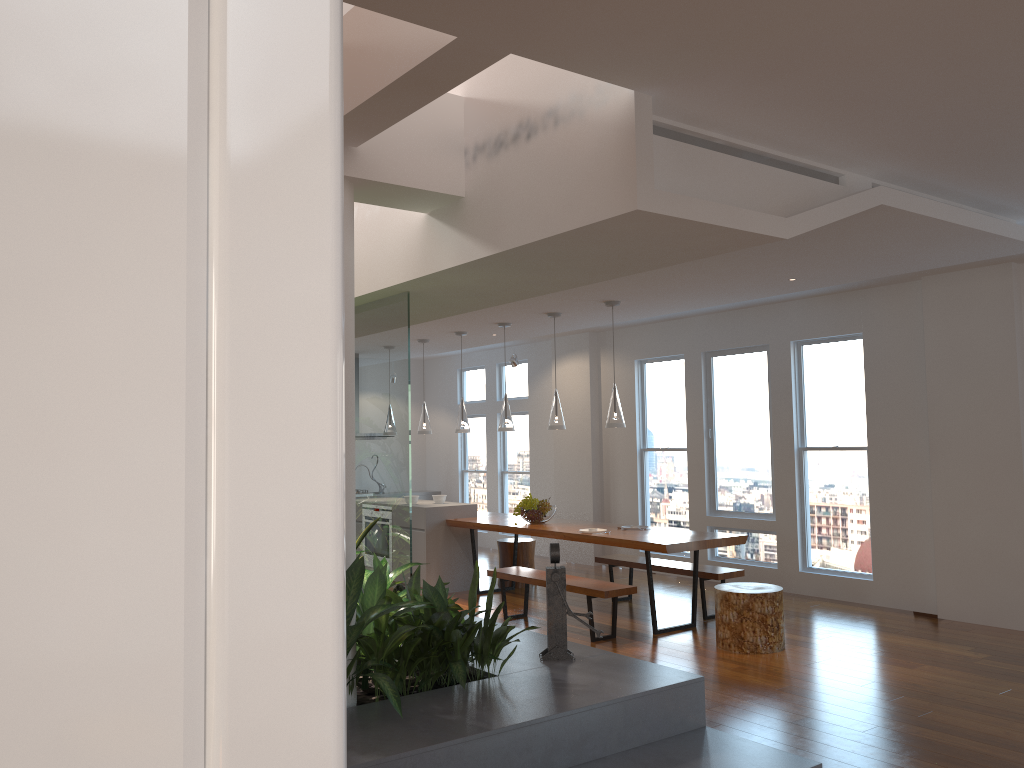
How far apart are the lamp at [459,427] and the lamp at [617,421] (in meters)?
2.10

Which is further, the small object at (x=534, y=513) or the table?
the small object at (x=534, y=513)

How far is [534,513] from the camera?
7.86m

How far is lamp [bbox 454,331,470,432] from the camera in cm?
860

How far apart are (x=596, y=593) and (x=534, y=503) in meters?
1.7

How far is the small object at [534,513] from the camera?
7.9m

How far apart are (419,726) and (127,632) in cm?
343

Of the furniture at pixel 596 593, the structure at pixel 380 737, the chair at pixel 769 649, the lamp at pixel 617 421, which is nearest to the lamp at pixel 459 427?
the furniture at pixel 596 593

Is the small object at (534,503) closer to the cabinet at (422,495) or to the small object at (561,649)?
the small object at (561,649)

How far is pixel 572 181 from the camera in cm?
350
